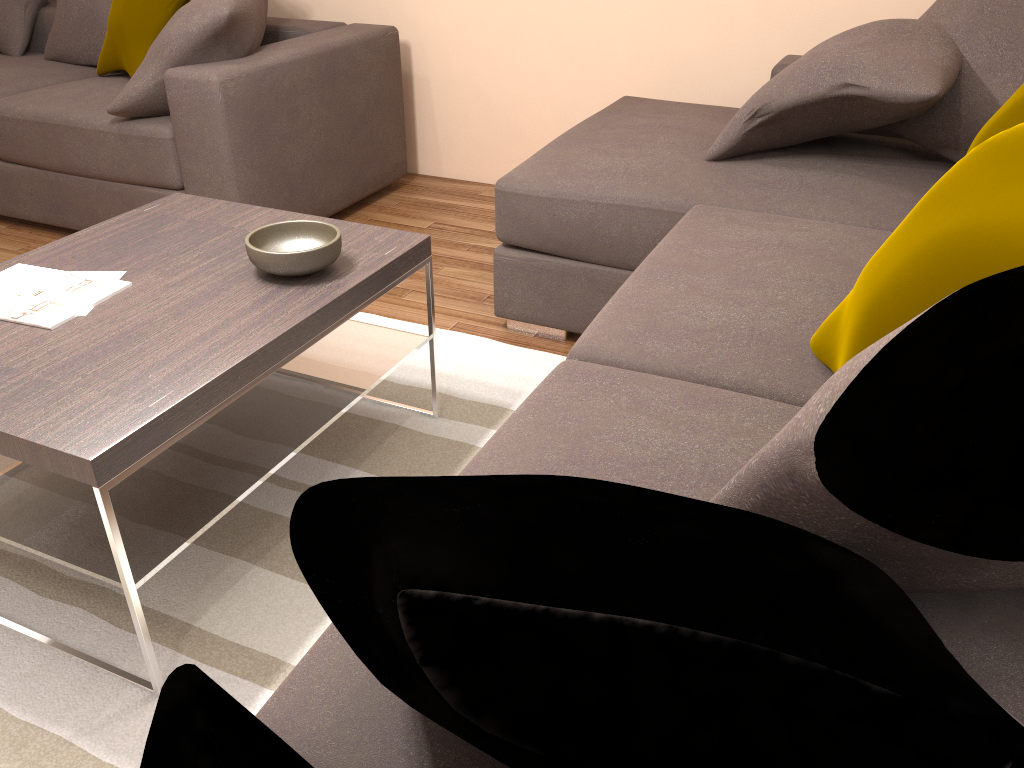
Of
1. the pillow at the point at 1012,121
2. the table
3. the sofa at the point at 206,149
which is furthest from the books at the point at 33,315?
the pillow at the point at 1012,121

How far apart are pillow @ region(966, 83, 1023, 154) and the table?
1.44m

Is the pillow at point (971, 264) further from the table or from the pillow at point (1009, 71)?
the pillow at point (1009, 71)

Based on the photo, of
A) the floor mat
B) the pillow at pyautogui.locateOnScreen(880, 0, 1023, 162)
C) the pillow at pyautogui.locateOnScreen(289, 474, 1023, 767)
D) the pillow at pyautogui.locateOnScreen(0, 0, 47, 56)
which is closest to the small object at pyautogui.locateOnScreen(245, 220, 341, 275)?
the floor mat

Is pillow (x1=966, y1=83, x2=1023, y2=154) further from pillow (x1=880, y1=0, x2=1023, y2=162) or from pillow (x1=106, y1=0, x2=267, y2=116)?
pillow (x1=106, y1=0, x2=267, y2=116)

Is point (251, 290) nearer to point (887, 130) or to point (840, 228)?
point (840, 228)

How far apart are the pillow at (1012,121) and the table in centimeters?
144cm

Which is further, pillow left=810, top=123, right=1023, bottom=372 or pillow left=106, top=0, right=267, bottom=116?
pillow left=106, top=0, right=267, bottom=116

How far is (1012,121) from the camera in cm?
218

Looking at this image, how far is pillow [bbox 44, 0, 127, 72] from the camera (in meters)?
4.11
